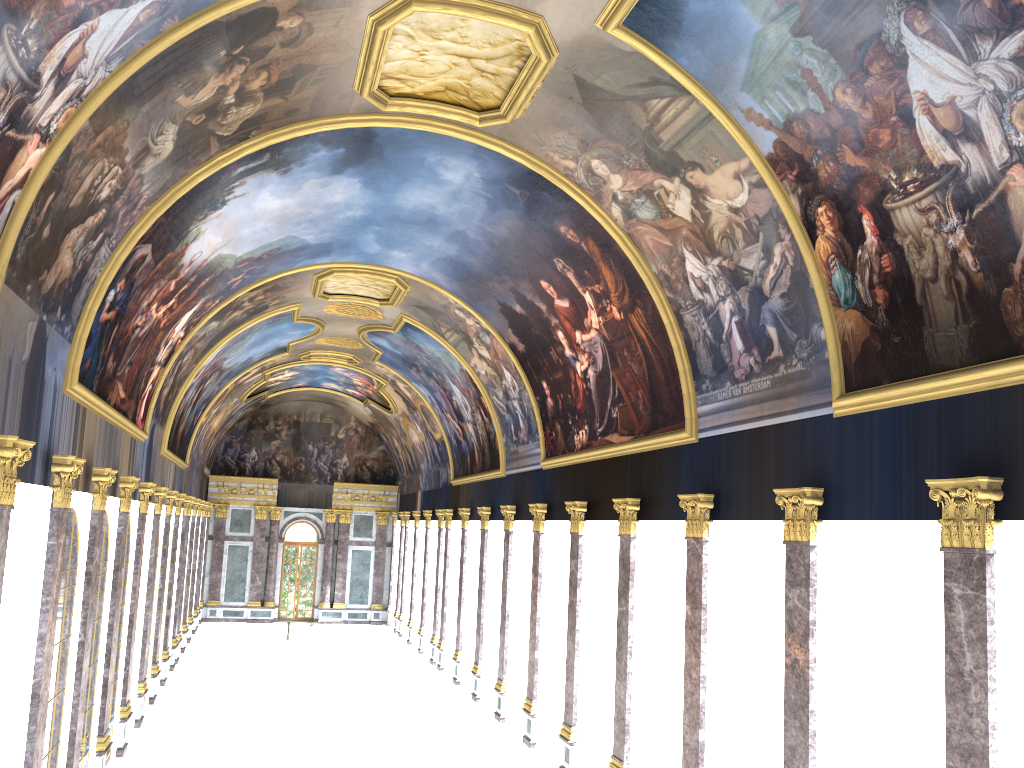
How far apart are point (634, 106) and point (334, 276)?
15.16m

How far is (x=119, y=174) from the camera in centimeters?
1323cm
